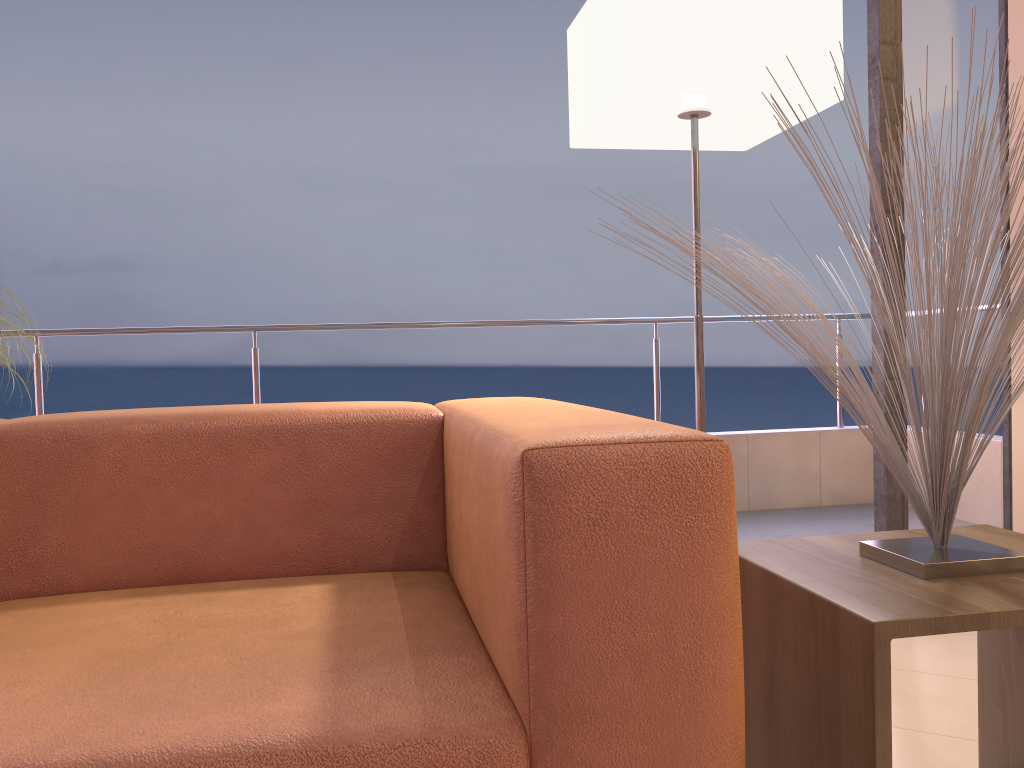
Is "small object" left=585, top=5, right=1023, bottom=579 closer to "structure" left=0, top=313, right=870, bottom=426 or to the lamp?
the lamp

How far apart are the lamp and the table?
0.62m

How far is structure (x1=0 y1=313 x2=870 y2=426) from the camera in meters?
3.6

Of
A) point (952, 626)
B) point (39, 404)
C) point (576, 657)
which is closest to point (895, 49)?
point (952, 626)

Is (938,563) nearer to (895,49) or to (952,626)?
(952,626)

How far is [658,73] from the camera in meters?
1.7 m

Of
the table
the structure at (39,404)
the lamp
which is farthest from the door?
the structure at (39,404)

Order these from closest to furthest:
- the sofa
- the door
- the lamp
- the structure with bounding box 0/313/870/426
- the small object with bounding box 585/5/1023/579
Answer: the sofa
the small object with bounding box 585/5/1023/579
the lamp
the door
the structure with bounding box 0/313/870/426

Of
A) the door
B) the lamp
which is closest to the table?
the lamp

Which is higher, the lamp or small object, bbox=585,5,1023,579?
the lamp
